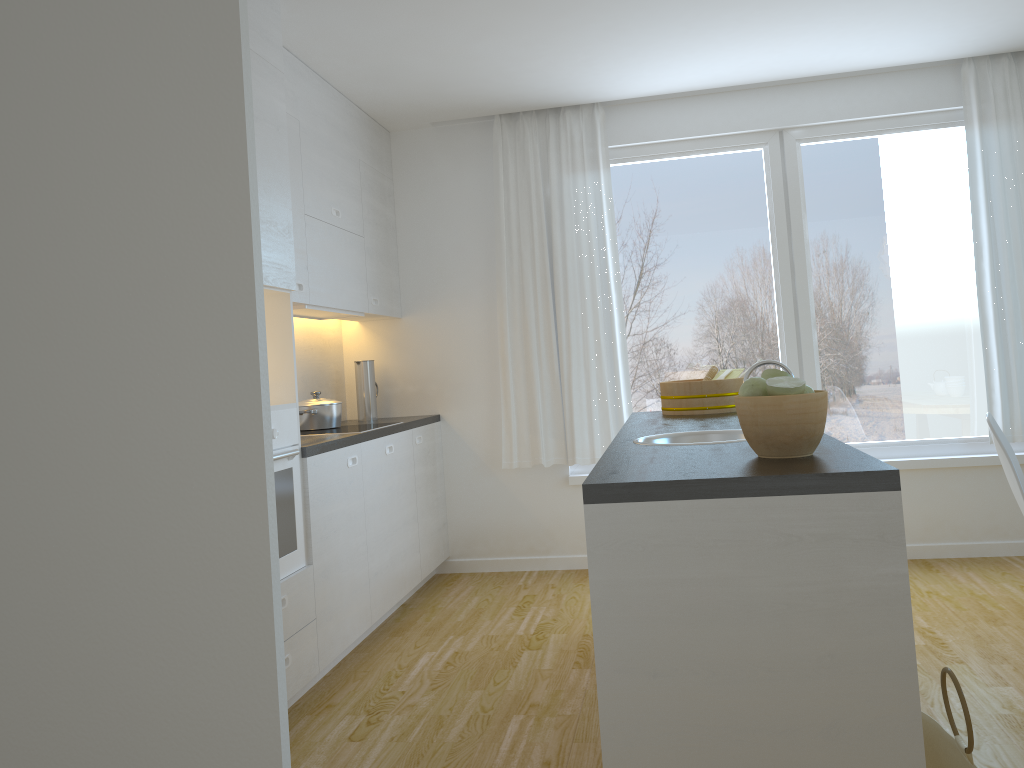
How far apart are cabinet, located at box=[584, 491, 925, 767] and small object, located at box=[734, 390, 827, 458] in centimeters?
26cm

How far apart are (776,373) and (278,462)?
1.9m

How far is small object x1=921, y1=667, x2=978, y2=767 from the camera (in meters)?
1.90

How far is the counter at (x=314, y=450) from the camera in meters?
3.5 m

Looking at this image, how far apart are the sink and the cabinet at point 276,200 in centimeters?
139cm

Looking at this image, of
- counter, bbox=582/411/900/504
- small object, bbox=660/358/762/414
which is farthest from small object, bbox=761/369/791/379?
small object, bbox=660/358/762/414

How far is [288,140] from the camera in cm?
389

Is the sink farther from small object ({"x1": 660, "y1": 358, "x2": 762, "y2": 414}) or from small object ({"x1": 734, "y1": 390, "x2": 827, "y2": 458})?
small object ({"x1": 660, "y1": 358, "x2": 762, "y2": 414})

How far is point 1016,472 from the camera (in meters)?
3.17

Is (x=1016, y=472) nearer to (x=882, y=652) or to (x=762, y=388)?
(x=762, y=388)
